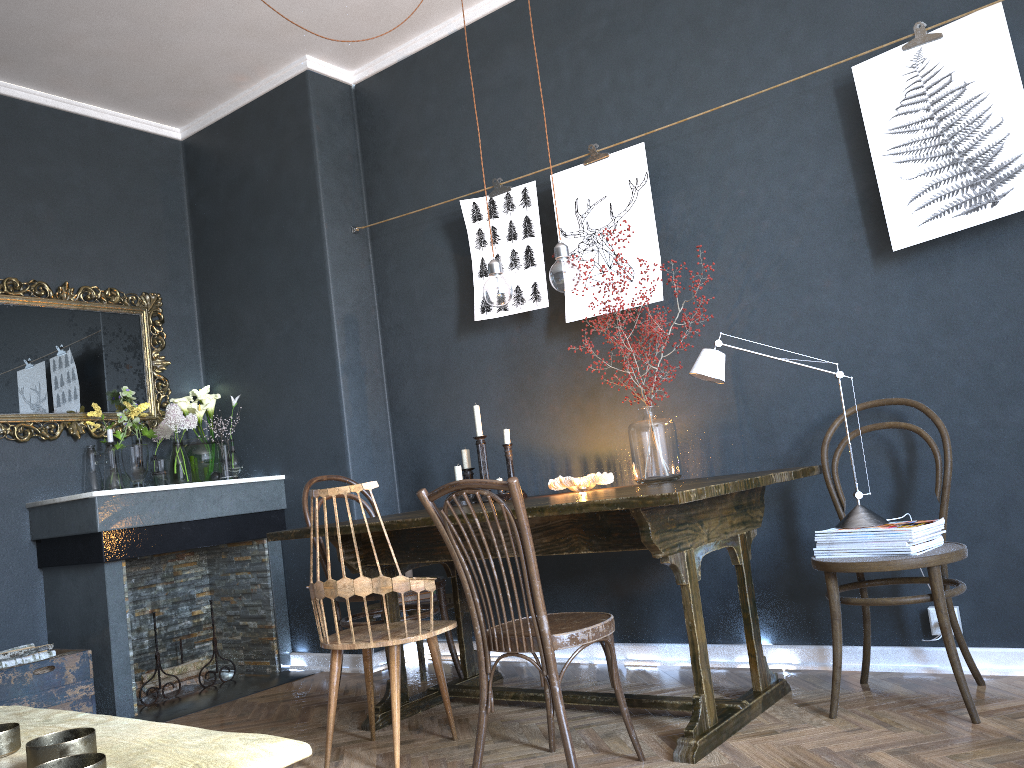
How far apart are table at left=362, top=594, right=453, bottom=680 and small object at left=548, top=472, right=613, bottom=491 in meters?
0.9

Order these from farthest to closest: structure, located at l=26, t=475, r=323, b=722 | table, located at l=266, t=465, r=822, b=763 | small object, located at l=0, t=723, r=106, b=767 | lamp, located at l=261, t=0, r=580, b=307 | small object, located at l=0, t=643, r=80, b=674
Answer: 1. structure, located at l=26, t=475, r=323, b=722
2. small object, located at l=0, t=643, r=80, b=674
3. lamp, located at l=261, t=0, r=580, b=307
4. table, located at l=266, t=465, r=822, b=763
5. small object, located at l=0, t=723, r=106, b=767

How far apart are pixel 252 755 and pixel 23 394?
3.78m

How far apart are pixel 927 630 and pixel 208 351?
3.8m

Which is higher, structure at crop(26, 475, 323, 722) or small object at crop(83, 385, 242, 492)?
small object at crop(83, 385, 242, 492)

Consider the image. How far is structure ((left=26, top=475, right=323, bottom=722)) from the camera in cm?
377

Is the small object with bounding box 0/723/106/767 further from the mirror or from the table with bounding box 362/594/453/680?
the mirror

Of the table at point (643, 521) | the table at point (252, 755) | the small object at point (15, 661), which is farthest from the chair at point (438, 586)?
the table at point (252, 755)

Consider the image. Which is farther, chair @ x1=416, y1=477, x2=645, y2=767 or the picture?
the picture

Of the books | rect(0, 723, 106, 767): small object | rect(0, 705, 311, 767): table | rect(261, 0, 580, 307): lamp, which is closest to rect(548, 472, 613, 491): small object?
rect(261, 0, 580, 307): lamp
